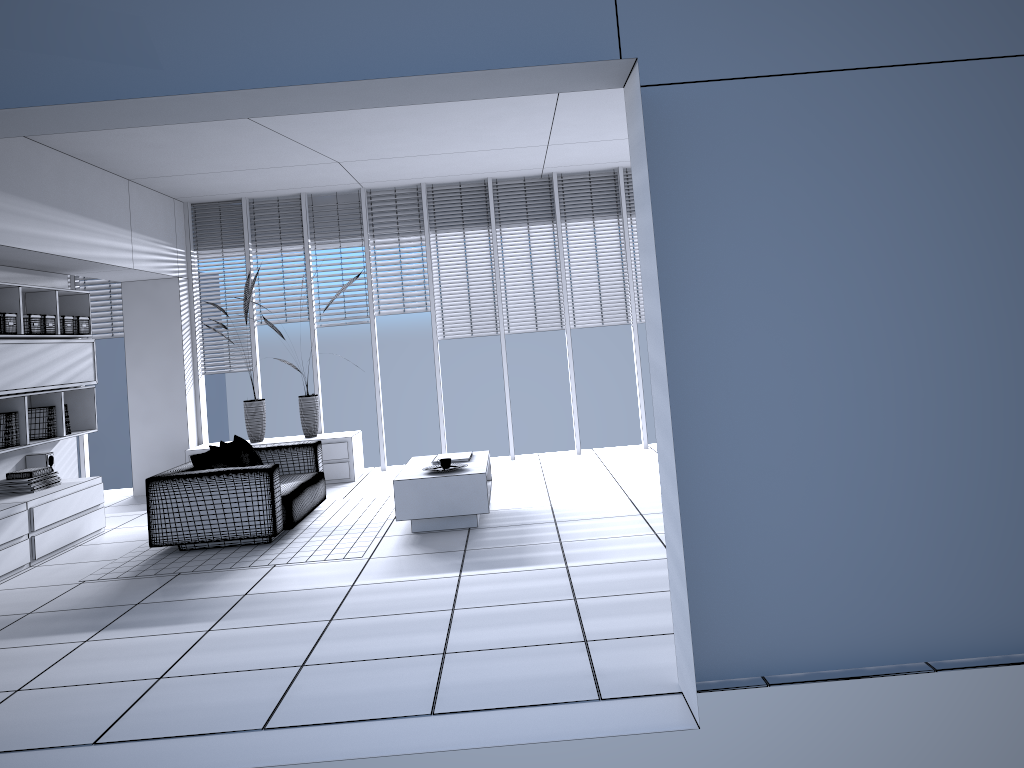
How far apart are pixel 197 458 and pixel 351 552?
1.5 meters

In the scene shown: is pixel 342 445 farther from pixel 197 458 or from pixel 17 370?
pixel 17 370

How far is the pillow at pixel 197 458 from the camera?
6.47m

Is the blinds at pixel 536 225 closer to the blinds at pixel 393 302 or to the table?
the blinds at pixel 393 302

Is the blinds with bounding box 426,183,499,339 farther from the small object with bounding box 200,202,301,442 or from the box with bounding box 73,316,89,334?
the box with bounding box 73,316,89,334

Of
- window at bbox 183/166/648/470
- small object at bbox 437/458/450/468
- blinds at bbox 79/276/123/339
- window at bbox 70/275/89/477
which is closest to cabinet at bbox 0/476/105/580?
window at bbox 183/166/648/470

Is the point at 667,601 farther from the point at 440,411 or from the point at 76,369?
the point at 76,369

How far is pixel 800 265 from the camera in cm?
329

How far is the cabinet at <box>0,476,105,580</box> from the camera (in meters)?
6.01

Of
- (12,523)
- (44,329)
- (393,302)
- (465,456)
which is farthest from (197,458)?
(393,302)
